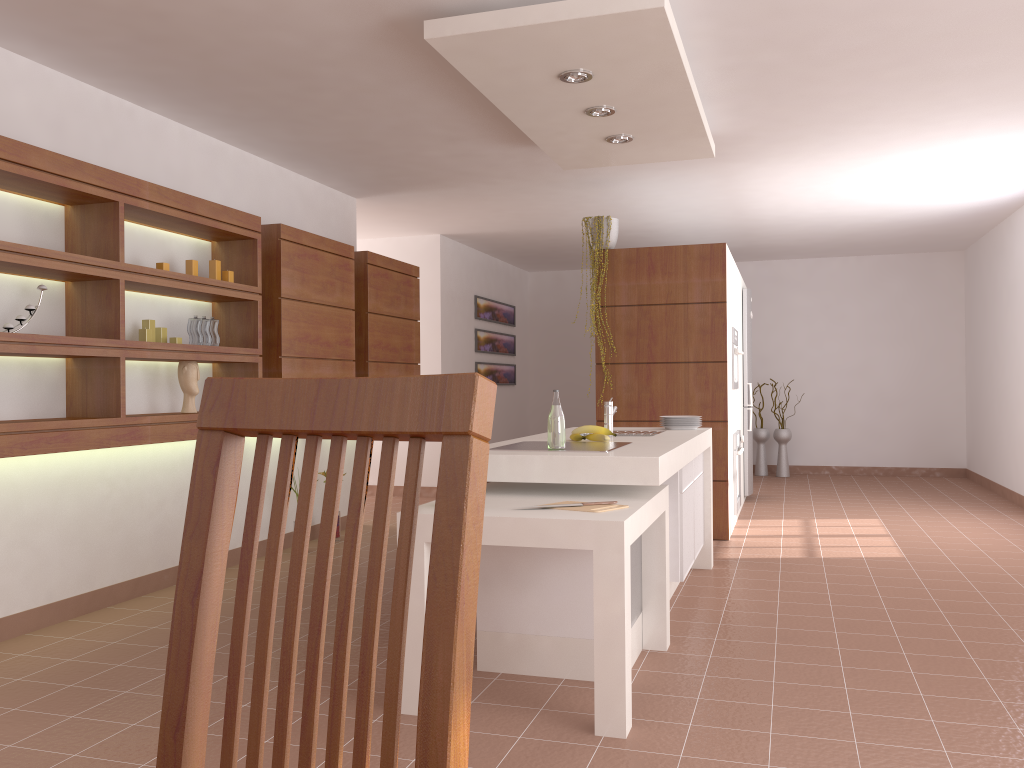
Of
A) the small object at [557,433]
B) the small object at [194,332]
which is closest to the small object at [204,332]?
the small object at [194,332]

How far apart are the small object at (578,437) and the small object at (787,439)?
6.56m

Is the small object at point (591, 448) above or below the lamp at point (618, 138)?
below

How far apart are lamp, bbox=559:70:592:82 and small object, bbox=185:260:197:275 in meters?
2.1 m

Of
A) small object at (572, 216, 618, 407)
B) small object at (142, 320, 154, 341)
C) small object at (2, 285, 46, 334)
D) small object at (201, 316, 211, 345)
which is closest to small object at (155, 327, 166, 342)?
small object at (142, 320, 154, 341)

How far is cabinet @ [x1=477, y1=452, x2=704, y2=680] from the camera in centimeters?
316cm

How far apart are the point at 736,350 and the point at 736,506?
1.1m

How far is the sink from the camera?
4.3 meters

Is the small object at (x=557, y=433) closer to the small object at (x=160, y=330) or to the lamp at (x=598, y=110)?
the lamp at (x=598, y=110)

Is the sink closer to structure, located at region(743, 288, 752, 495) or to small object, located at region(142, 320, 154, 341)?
small object, located at region(142, 320, 154, 341)
